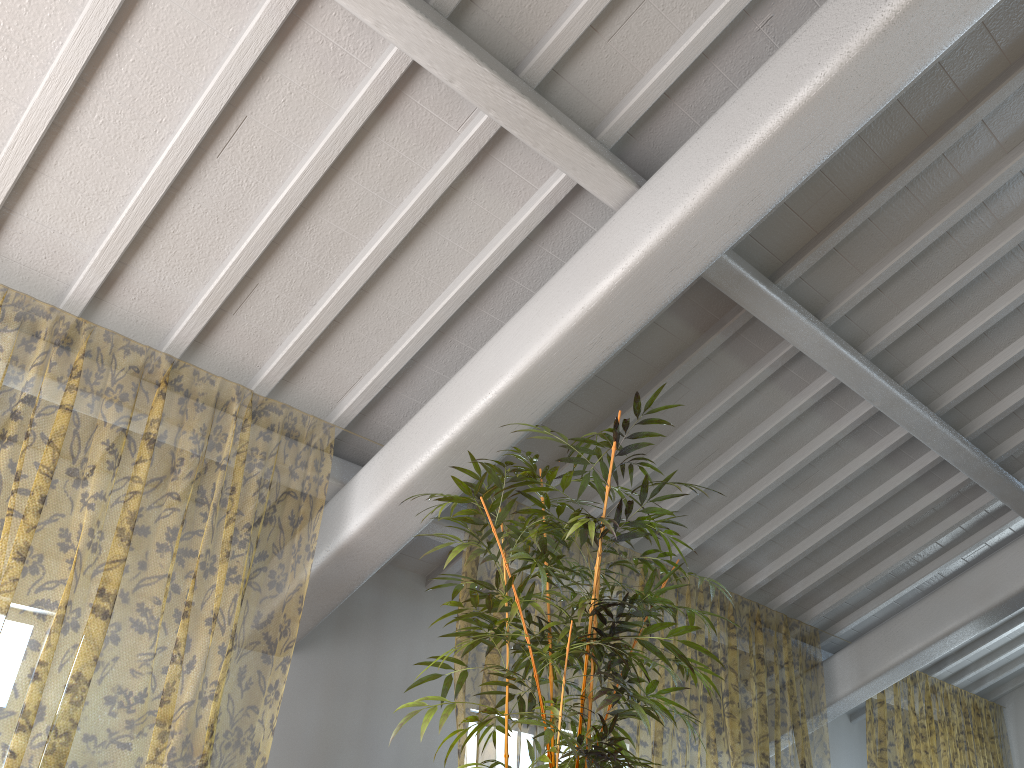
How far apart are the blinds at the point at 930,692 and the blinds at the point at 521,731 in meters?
0.5

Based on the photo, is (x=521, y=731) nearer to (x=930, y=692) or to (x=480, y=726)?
(x=480, y=726)

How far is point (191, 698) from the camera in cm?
875

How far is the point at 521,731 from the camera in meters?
8.7 m

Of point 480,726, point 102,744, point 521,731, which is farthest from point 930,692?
point 480,726

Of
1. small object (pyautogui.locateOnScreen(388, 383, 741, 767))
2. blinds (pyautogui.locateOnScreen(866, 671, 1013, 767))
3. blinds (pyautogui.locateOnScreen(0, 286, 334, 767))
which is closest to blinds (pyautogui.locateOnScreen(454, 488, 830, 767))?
blinds (pyautogui.locateOnScreen(866, 671, 1013, 767))

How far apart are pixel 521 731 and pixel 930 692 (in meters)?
6.61

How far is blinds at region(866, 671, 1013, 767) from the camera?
12.1 meters

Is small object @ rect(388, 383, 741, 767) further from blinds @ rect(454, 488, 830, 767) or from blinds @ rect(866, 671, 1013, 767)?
blinds @ rect(866, 671, 1013, 767)

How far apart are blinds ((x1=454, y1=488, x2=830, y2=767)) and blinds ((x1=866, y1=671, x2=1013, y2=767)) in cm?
51
